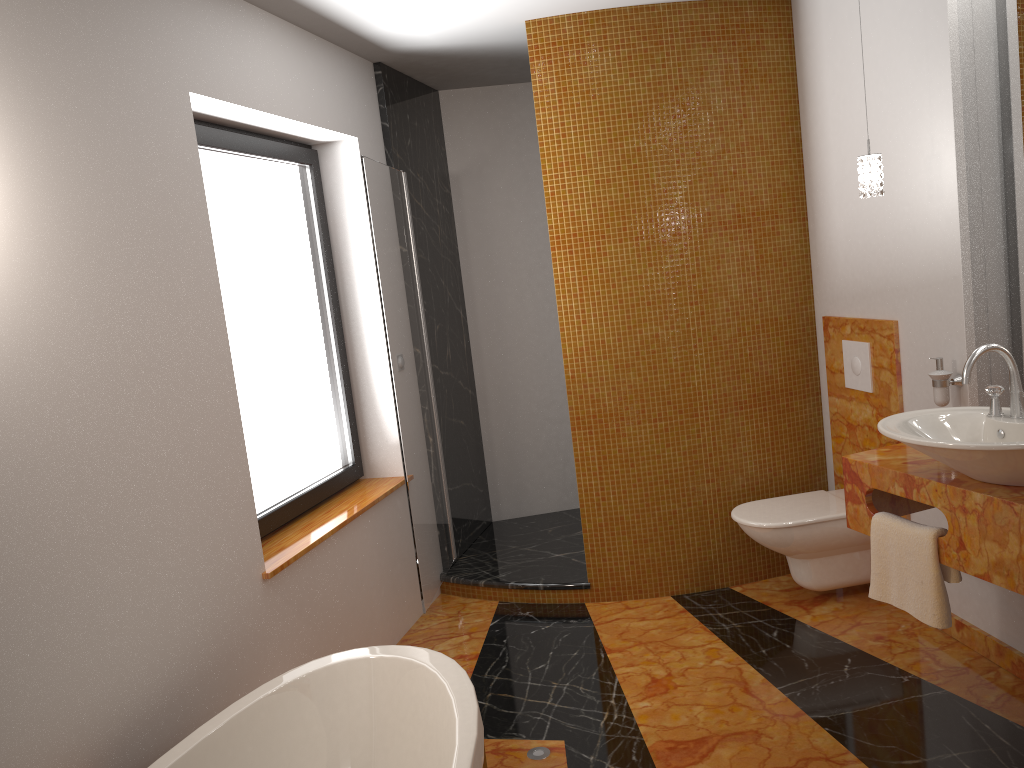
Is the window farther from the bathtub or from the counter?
the counter

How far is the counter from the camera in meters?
2.2

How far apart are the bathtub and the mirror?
2.0 meters

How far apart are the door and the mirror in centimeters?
216cm

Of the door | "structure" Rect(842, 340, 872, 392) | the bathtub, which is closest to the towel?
"structure" Rect(842, 340, 872, 392)

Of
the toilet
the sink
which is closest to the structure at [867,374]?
the toilet

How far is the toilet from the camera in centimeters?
347cm

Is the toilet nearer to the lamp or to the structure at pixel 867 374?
the structure at pixel 867 374

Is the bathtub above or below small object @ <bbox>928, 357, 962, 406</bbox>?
below

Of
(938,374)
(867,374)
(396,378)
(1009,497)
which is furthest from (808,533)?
(396,378)
